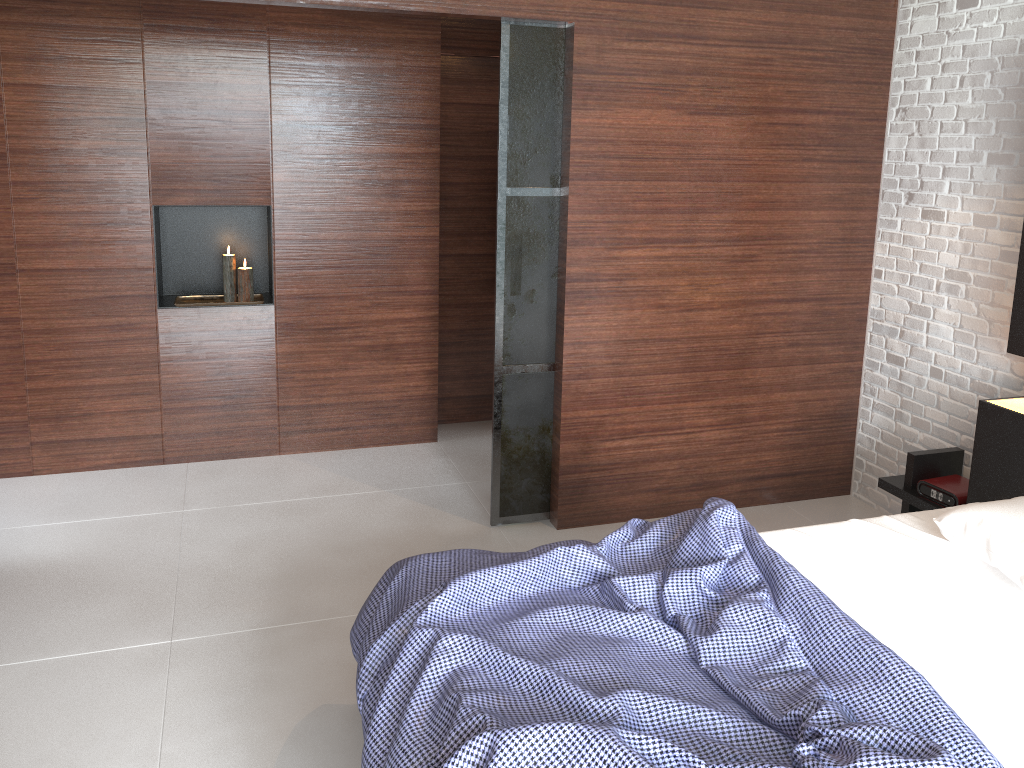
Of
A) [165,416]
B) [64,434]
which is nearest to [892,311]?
[165,416]

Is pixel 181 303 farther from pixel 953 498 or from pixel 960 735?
pixel 960 735

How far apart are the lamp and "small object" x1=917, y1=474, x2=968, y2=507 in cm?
319

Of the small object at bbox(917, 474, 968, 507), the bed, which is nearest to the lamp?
the bed

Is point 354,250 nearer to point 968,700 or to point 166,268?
point 166,268

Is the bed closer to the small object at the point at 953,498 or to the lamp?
the small object at the point at 953,498

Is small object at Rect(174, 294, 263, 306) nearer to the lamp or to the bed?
the lamp

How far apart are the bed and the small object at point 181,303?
2.3m

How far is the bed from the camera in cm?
168

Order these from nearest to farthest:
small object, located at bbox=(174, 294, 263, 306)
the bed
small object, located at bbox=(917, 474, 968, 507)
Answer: the bed < small object, located at bbox=(917, 474, 968, 507) < small object, located at bbox=(174, 294, 263, 306)
